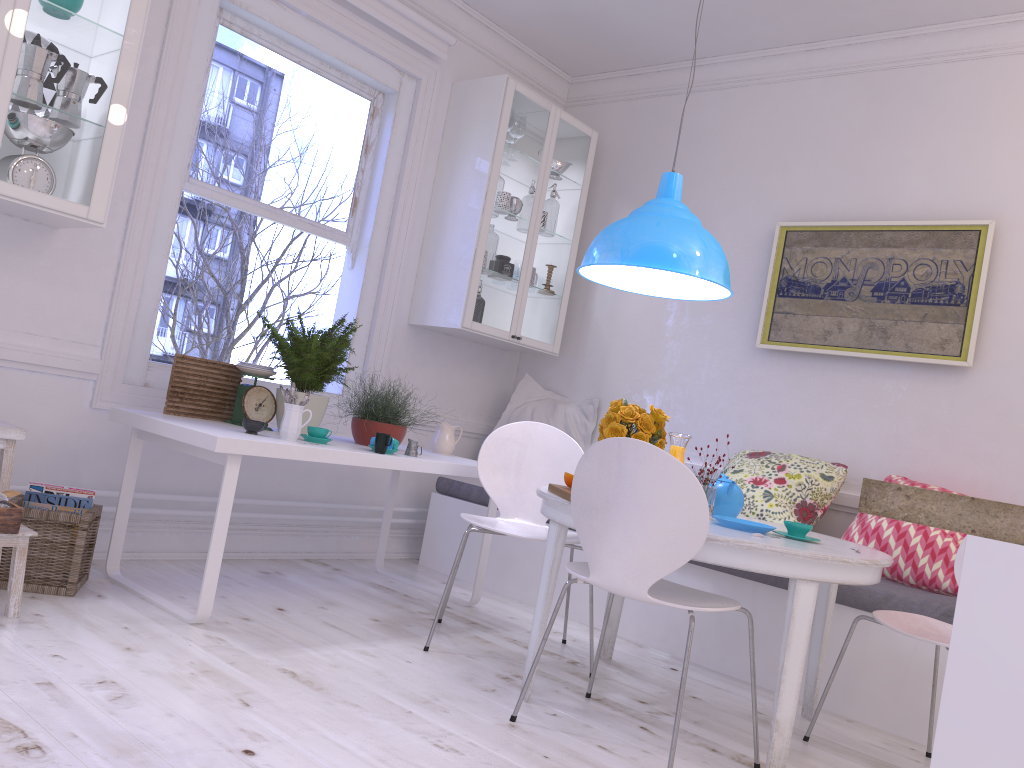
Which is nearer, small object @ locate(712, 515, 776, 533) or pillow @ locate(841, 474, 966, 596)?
small object @ locate(712, 515, 776, 533)

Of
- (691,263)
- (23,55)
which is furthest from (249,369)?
(691,263)

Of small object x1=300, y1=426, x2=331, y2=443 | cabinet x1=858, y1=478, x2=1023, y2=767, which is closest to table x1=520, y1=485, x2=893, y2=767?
small object x1=300, y1=426, x2=331, y2=443

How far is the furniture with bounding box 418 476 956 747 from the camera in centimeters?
307cm

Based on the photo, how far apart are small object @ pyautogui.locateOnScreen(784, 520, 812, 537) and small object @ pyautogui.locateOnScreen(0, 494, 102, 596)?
2.3 meters

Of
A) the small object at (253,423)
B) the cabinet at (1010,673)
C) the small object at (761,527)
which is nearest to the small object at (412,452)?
the small object at (253,423)

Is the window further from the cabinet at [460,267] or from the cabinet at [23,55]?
the cabinet at [23,55]

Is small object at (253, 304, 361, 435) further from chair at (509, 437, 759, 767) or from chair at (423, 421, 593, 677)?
chair at (509, 437, 759, 767)

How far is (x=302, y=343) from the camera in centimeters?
345cm

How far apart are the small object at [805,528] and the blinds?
3.0m
